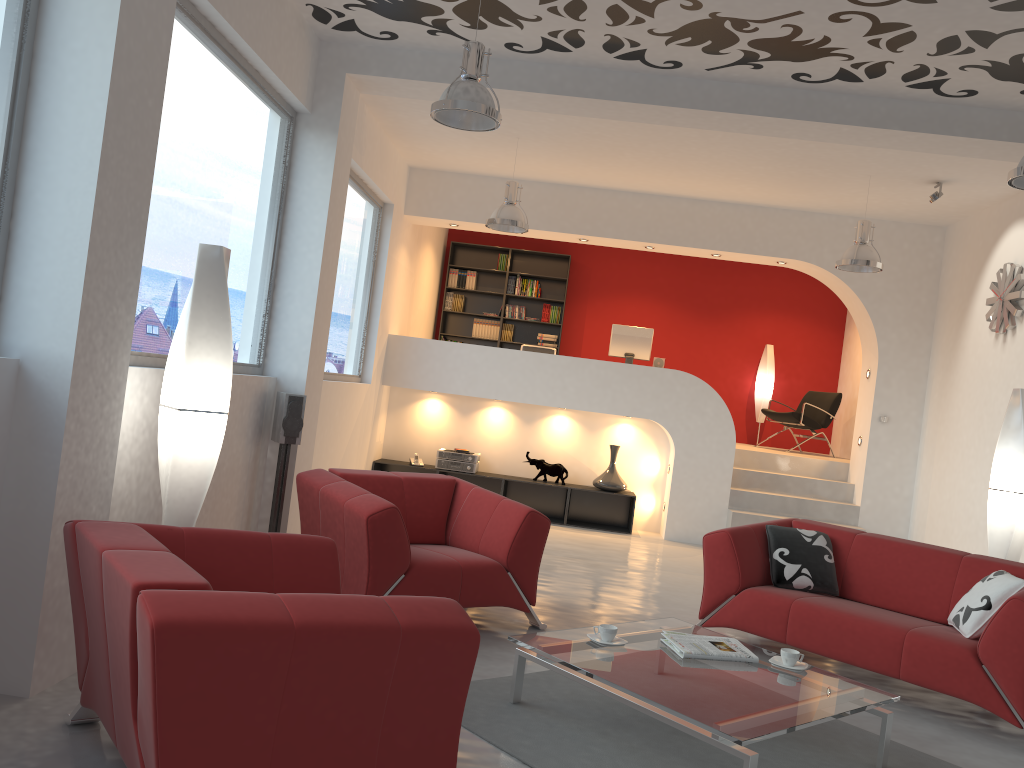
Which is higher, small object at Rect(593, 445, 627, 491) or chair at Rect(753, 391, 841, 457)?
chair at Rect(753, 391, 841, 457)

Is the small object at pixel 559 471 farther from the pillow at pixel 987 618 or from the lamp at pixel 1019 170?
the lamp at pixel 1019 170

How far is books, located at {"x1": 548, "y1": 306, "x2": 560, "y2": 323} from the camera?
11.97m

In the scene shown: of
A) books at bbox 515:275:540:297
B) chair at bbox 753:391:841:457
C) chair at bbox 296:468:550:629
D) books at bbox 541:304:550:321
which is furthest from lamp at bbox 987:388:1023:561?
books at bbox 515:275:540:297

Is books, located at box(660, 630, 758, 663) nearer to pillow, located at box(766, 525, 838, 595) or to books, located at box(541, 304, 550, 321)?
pillow, located at box(766, 525, 838, 595)

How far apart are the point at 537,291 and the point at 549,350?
2.5 meters

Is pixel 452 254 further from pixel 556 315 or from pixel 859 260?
pixel 859 260

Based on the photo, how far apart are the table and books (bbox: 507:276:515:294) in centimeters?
808cm

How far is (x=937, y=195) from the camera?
7.4m

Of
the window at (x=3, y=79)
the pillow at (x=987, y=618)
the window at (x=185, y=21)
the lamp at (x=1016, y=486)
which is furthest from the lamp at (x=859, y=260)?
the window at (x=3, y=79)
